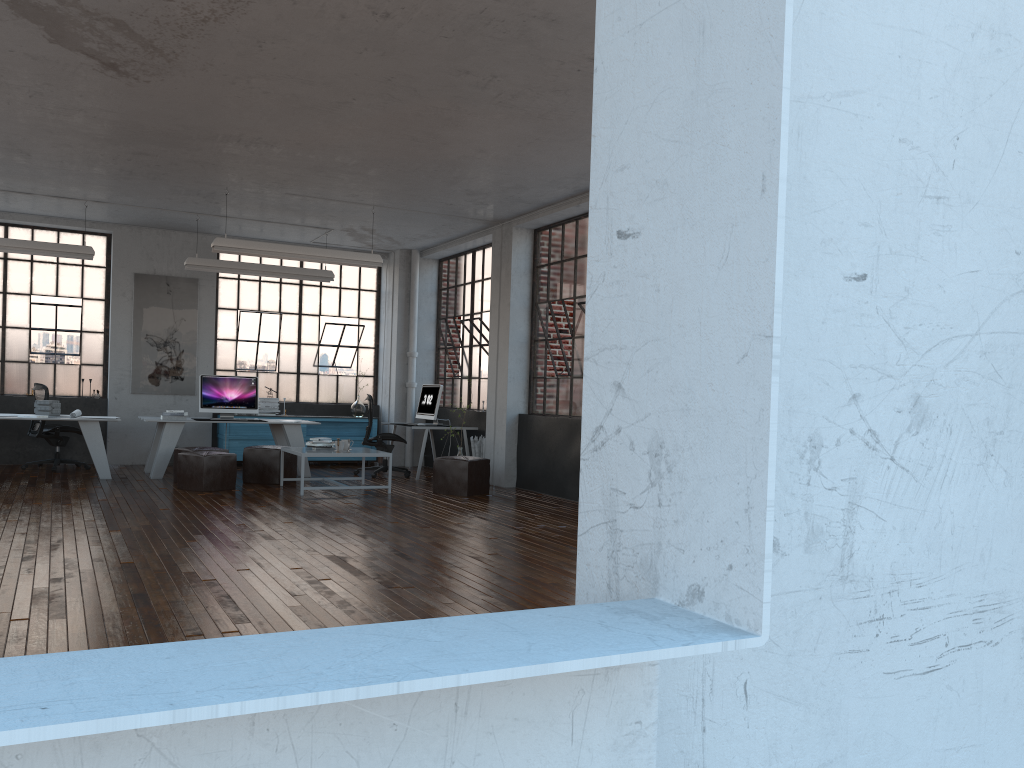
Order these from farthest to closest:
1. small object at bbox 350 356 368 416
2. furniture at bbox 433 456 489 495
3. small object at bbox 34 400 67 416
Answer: small object at bbox 350 356 368 416, small object at bbox 34 400 67 416, furniture at bbox 433 456 489 495

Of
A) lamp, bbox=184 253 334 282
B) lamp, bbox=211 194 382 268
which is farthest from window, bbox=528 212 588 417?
lamp, bbox=184 253 334 282

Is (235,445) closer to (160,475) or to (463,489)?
(160,475)

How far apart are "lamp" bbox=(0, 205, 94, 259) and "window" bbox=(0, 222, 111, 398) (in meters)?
1.67

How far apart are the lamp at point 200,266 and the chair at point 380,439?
1.70m

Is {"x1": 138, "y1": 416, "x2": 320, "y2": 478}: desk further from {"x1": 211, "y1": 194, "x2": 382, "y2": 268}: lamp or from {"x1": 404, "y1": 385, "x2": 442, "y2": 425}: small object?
{"x1": 211, "y1": 194, "x2": 382, "y2": 268}: lamp

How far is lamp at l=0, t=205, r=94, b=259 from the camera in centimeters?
1010cm

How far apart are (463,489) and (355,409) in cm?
420

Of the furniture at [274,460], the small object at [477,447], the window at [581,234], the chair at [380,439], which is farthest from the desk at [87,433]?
the window at [581,234]

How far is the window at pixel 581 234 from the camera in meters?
10.0 m
